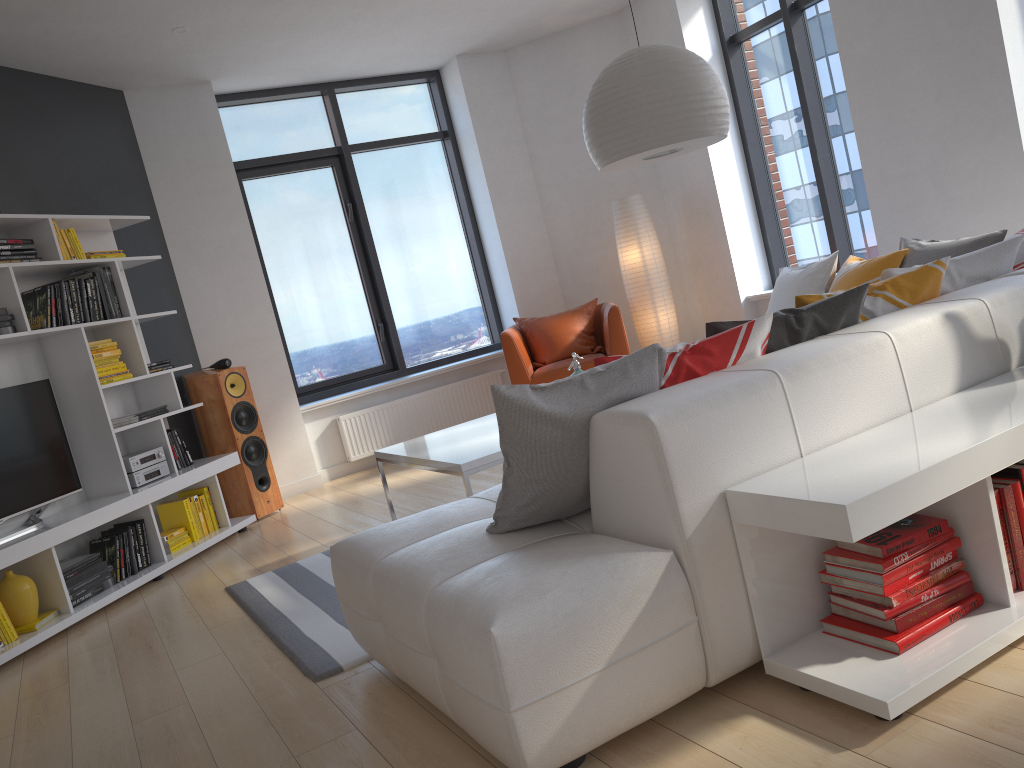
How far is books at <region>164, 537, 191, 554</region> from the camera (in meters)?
5.08

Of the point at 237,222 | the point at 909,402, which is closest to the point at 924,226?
the point at 909,402

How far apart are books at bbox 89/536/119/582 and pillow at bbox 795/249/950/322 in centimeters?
371cm

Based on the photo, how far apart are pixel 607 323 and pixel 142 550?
3.3 meters

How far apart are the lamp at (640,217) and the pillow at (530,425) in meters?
2.7

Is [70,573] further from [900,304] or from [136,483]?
[900,304]

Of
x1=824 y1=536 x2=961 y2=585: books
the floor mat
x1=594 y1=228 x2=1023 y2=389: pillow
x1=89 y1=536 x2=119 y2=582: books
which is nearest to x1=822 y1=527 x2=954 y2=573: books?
x1=824 y1=536 x2=961 y2=585: books

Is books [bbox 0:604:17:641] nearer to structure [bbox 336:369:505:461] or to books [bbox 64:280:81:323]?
books [bbox 64:280:81:323]

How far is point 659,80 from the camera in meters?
3.4 m

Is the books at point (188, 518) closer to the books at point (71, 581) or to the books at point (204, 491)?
the books at point (204, 491)
